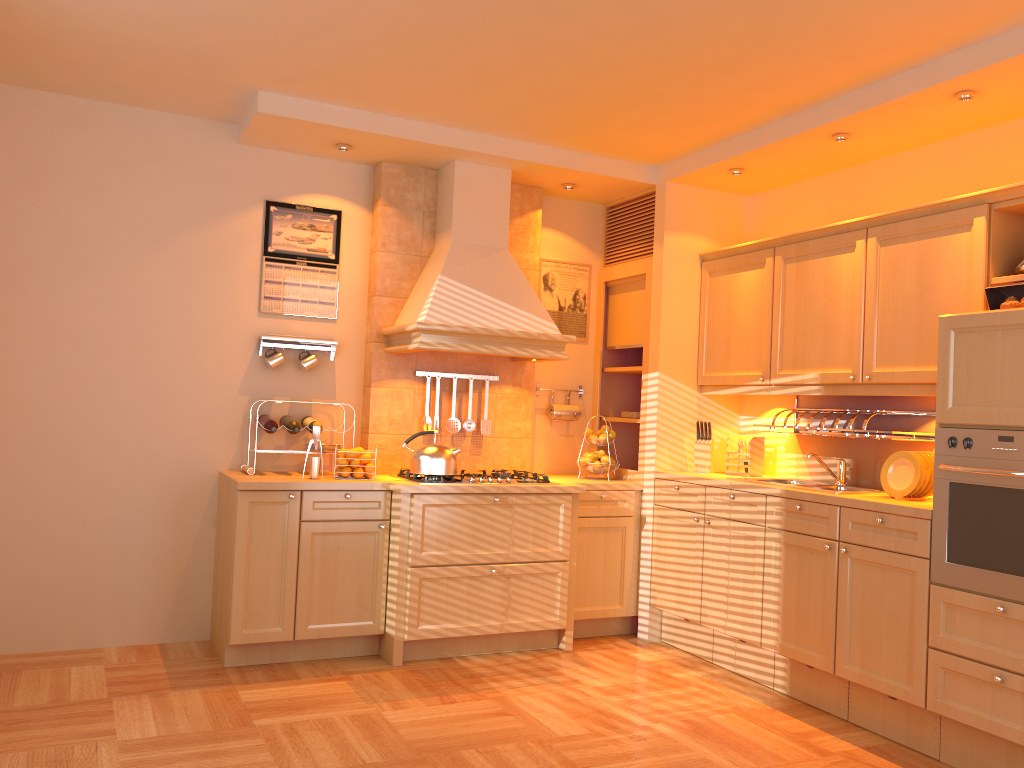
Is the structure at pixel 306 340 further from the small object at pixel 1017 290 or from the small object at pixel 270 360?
the small object at pixel 1017 290

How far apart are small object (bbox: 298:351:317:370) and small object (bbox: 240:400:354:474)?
0.61m

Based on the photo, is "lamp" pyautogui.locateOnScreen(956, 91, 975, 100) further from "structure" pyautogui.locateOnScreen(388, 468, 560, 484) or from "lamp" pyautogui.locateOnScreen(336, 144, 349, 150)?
"lamp" pyautogui.locateOnScreen(336, 144, 349, 150)

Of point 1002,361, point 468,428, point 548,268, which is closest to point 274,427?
point 468,428

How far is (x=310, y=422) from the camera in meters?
4.6

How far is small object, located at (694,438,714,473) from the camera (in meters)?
4.96

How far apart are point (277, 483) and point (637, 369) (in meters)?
2.22

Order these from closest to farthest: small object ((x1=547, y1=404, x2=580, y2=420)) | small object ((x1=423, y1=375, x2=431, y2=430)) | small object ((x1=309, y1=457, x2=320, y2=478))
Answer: small object ((x1=309, y1=457, x2=320, y2=478)), small object ((x1=423, y1=375, x2=431, y2=430)), small object ((x1=547, y1=404, x2=580, y2=420))

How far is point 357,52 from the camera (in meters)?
3.64

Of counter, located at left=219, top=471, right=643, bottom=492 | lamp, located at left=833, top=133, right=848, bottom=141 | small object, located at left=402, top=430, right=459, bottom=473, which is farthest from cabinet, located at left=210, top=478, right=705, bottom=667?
lamp, located at left=833, top=133, right=848, bottom=141
